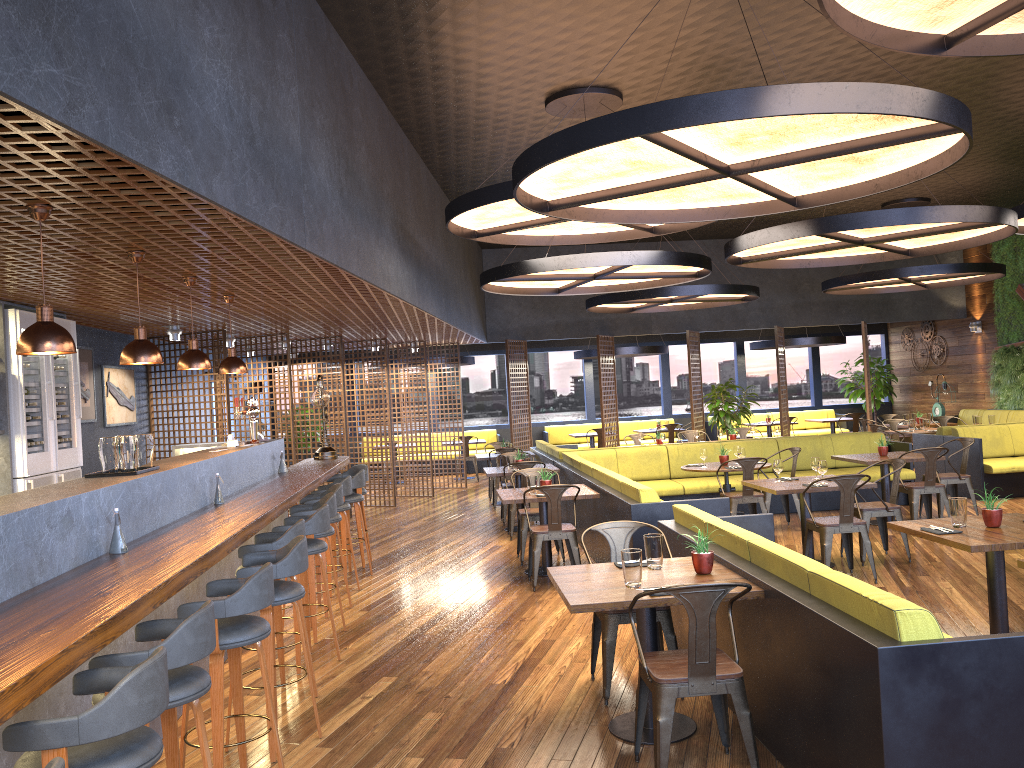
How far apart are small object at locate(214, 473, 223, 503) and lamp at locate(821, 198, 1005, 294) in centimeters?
1113cm

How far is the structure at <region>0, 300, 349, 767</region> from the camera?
2.58m

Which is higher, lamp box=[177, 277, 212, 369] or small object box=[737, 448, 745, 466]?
lamp box=[177, 277, 212, 369]

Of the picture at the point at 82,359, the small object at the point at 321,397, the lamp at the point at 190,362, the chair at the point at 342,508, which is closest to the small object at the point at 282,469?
the chair at the point at 342,508

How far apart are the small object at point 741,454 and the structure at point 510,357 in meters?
7.0 m

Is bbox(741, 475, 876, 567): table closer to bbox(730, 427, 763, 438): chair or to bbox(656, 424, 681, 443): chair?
bbox(730, 427, 763, 438): chair

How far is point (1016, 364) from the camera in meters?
15.9 m

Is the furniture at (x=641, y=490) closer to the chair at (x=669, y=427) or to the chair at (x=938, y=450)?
the chair at (x=938, y=450)

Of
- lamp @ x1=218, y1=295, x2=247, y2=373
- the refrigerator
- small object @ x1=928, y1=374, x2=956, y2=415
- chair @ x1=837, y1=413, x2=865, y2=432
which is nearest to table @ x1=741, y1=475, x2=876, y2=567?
lamp @ x1=218, y1=295, x2=247, y2=373

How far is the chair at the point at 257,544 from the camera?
5.0 meters
